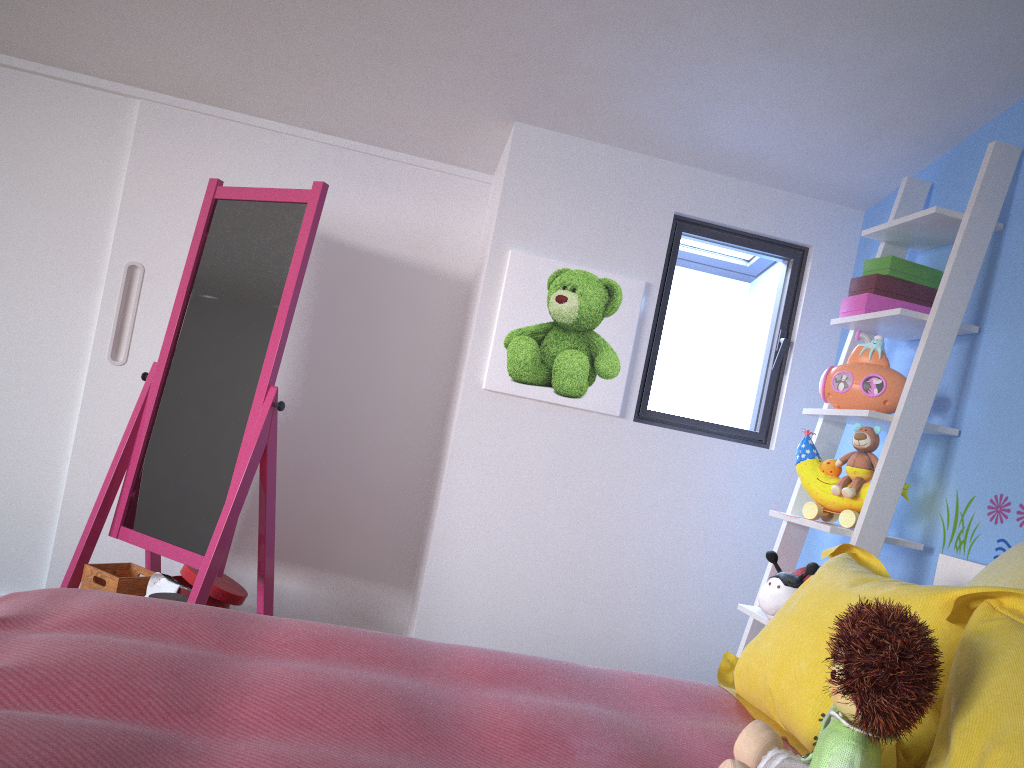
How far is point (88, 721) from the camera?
1.0 meters

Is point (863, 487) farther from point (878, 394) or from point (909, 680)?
point (909, 680)

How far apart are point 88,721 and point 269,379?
1.48m

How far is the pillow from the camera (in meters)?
1.06

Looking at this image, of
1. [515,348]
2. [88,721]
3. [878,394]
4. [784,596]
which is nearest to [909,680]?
[88,721]

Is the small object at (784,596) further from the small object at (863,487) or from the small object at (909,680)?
the small object at (909,680)

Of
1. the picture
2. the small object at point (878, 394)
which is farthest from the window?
the small object at point (878, 394)

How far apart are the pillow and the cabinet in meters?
1.5

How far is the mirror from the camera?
2.46m

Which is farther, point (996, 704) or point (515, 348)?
point (515, 348)
